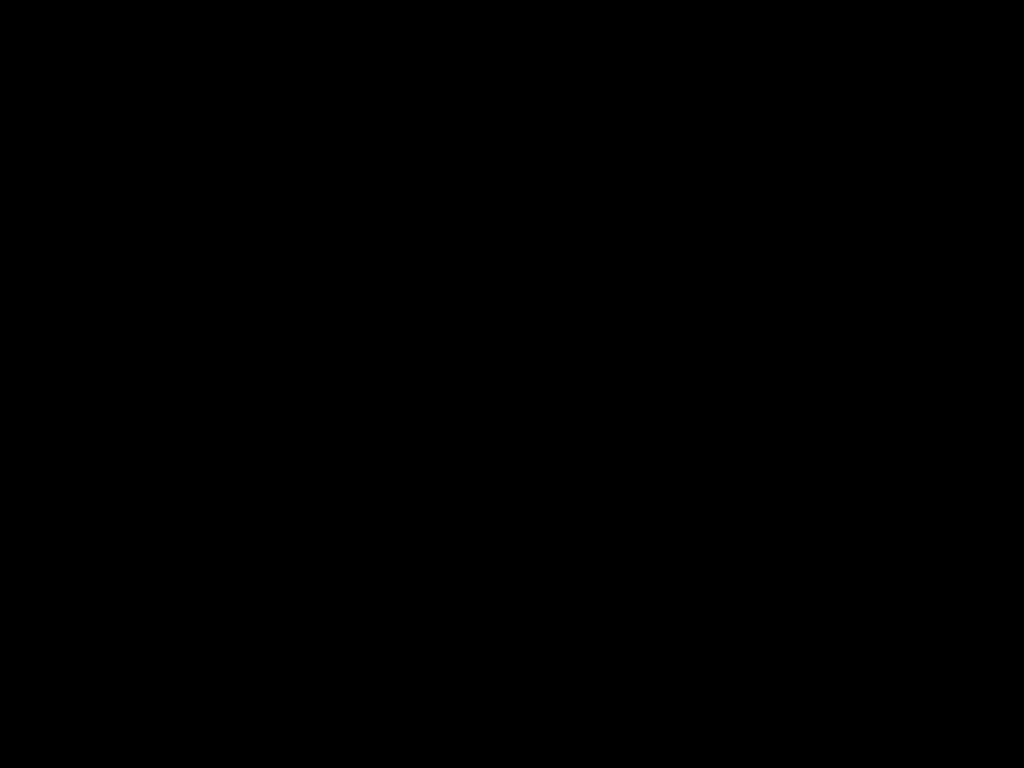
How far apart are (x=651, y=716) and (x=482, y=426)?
1.2 meters
